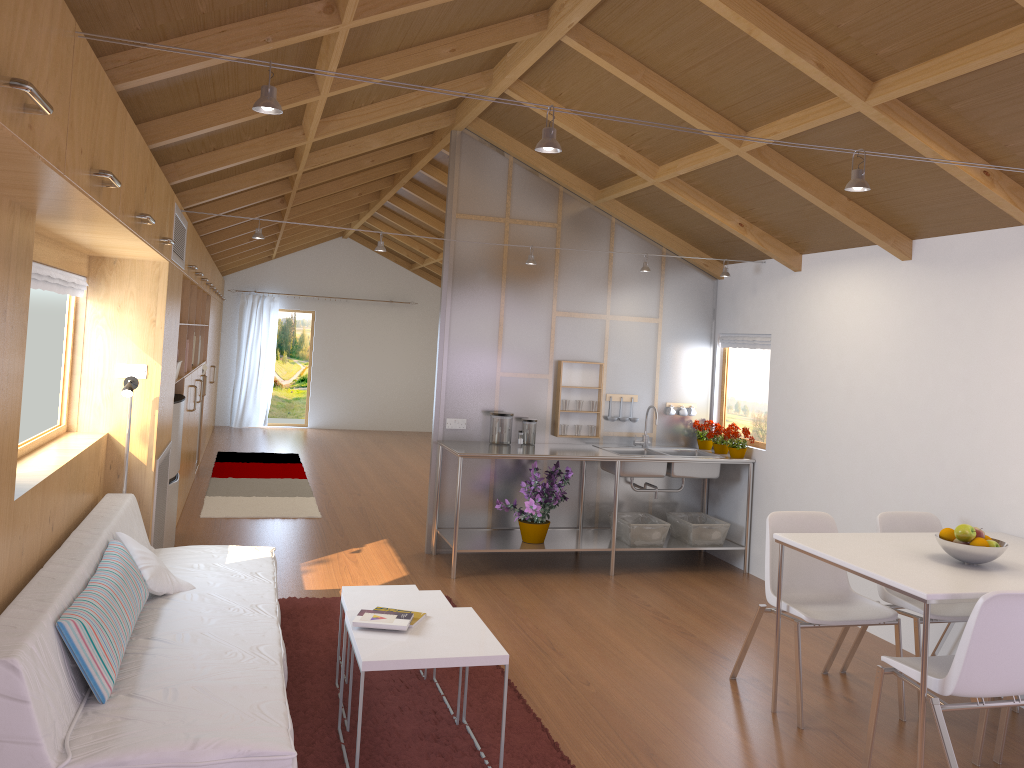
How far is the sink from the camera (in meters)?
6.02

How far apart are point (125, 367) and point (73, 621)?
2.2m

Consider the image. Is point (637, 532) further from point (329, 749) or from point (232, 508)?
point (232, 508)

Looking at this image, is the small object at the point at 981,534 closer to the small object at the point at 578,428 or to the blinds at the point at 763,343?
the blinds at the point at 763,343

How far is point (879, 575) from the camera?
3.18m

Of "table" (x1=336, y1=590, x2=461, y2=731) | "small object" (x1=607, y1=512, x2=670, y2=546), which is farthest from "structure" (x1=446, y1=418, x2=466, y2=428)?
"table" (x1=336, y1=590, x2=461, y2=731)

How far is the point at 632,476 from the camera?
6.0 meters

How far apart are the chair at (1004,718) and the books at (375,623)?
2.32m

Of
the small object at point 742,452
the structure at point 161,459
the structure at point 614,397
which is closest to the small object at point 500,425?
the structure at point 614,397

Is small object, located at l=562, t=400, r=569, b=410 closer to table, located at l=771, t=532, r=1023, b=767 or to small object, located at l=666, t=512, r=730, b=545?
small object, located at l=666, t=512, r=730, b=545
